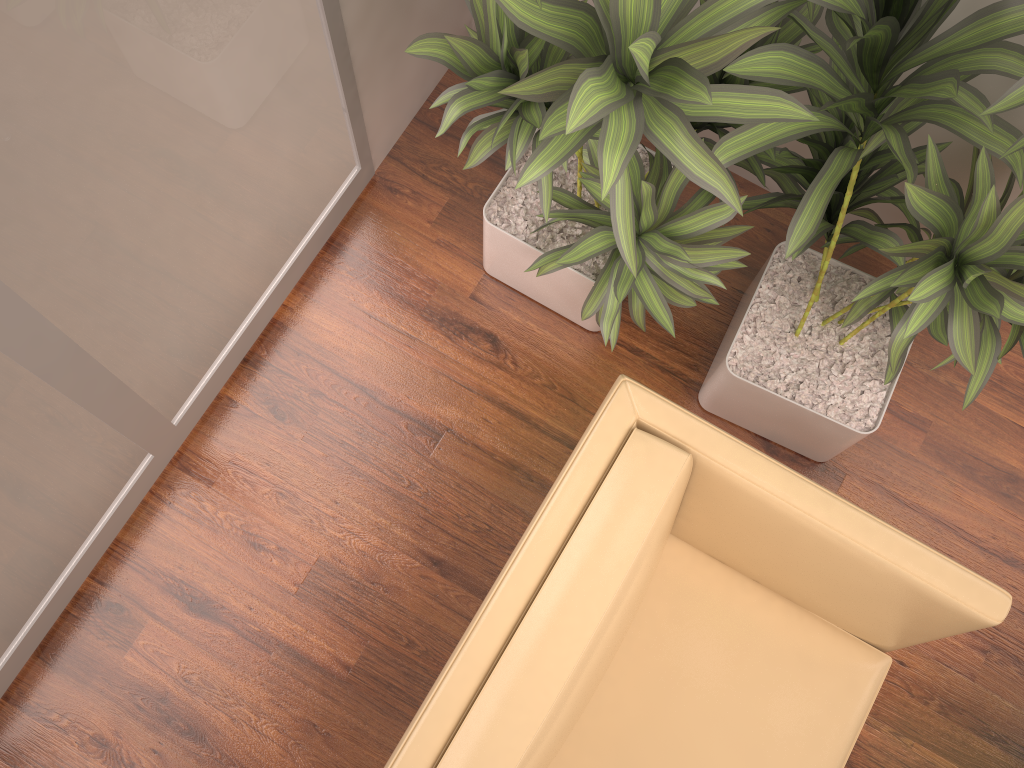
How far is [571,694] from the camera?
1.6m

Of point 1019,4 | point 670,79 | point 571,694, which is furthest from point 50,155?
point 1019,4

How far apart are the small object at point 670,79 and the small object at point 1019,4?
0.03m

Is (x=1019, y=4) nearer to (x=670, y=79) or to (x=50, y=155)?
(x=670, y=79)

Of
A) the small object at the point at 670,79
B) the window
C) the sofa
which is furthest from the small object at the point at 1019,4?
the window

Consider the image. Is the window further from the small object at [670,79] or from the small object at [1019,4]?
the small object at [1019,4]

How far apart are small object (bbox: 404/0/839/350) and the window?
0.4m

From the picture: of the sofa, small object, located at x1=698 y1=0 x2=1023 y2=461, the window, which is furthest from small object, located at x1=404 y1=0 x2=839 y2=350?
the window

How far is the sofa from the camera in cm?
155

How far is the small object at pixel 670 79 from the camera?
1.3m
